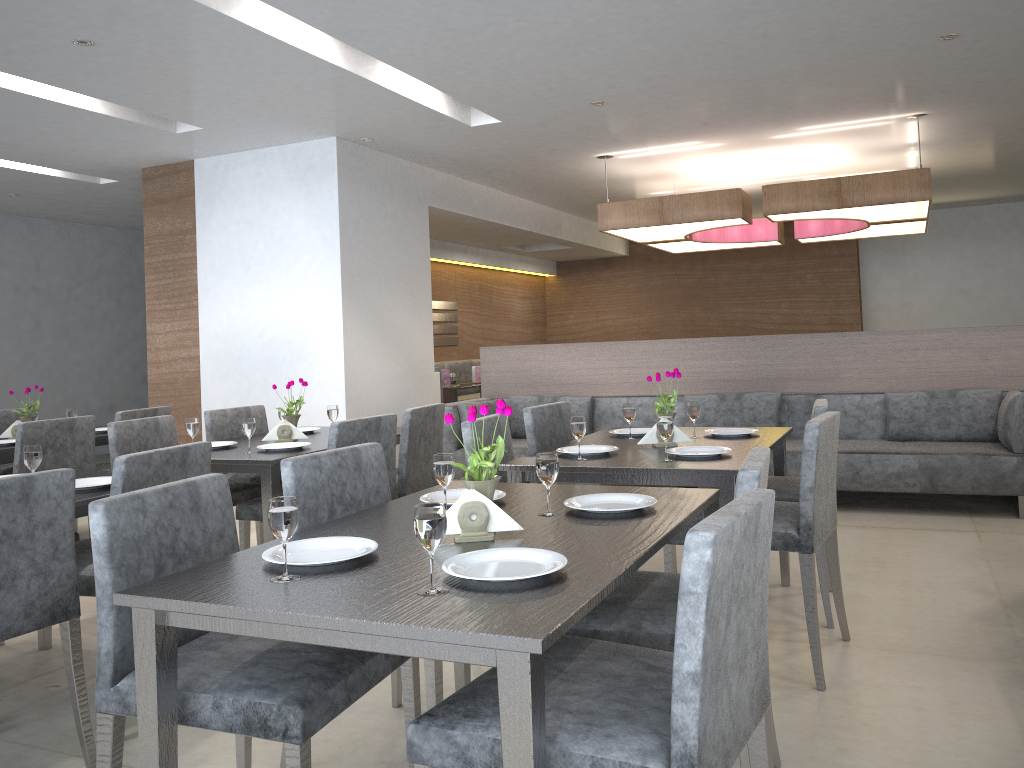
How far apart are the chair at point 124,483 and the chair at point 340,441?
0.6m

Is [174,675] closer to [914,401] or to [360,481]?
[360,481]

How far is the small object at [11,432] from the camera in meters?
4.6 m

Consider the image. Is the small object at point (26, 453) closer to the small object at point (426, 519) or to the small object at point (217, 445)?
the small object at point (217, 445)

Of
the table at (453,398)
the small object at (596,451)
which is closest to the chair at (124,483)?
the small object at (596,451)

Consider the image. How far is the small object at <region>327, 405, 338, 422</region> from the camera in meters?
4.1

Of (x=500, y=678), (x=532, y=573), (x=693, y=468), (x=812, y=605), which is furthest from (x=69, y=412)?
(x=500, y=678)

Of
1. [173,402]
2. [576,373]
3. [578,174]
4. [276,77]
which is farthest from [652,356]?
[173,402]

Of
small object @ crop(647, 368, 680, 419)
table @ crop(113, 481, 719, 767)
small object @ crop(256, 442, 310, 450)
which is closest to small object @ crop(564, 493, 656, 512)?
table @ crop(113, 481, 719, 767)

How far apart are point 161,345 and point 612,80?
4.0m
